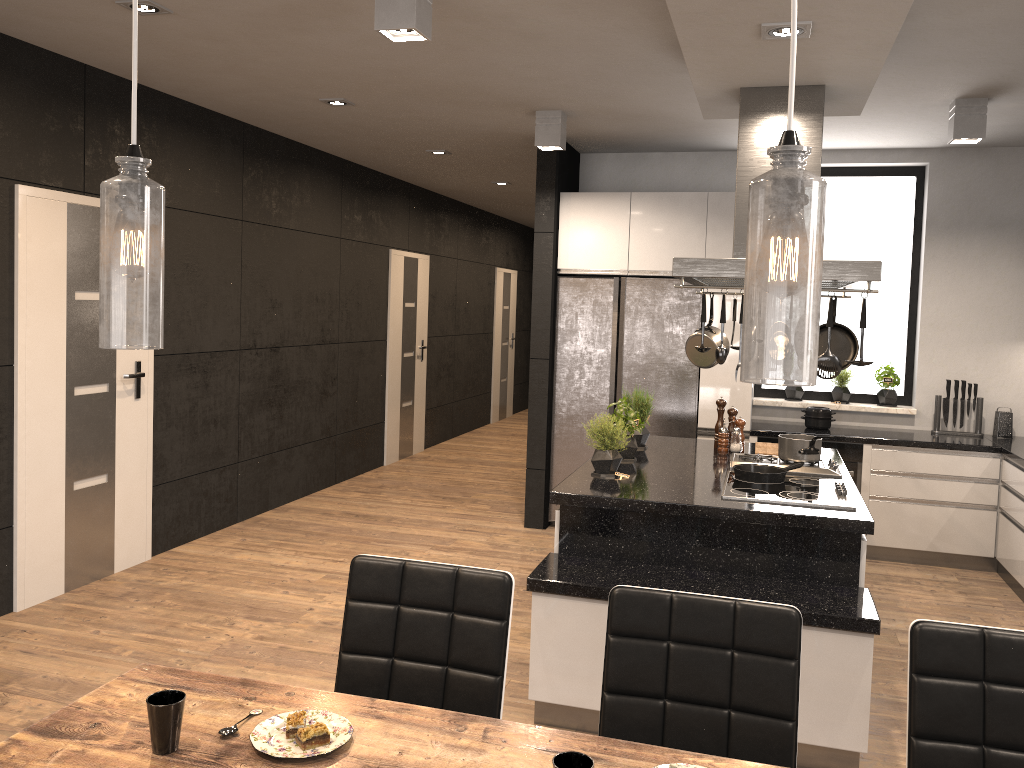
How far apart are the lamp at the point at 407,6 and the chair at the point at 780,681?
2.1m

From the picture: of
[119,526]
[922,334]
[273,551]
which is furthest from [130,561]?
[922,334]

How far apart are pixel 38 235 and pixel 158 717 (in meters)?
3.47

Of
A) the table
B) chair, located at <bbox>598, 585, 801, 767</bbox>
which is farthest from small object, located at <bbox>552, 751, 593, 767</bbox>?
chair, located at <bbox>598, 585, 801, 767</bbox>

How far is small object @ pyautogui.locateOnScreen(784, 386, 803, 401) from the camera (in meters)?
6.38

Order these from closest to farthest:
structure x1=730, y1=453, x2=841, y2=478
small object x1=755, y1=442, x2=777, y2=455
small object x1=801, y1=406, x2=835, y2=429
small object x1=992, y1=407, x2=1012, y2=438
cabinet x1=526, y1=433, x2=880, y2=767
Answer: cabinet x1=526, y1=433, x2=880, y2=767 → structure x1=730, y1=453, x2=841, y2=478 → small object x1=755, y1=442, x2=777, y2=455 → small object x1=992, y1=407, x2=1012, y2=438 → small object x1=801, y1=406, x2=835, y2=429

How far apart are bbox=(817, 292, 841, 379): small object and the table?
2.0 meters

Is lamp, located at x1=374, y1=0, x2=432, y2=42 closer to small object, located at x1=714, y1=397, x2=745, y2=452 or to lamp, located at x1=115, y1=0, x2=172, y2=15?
lamp, located at x1=115, y1=0, x2=172, y2=15

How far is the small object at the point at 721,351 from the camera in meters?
3.4 m

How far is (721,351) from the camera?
3.42m
